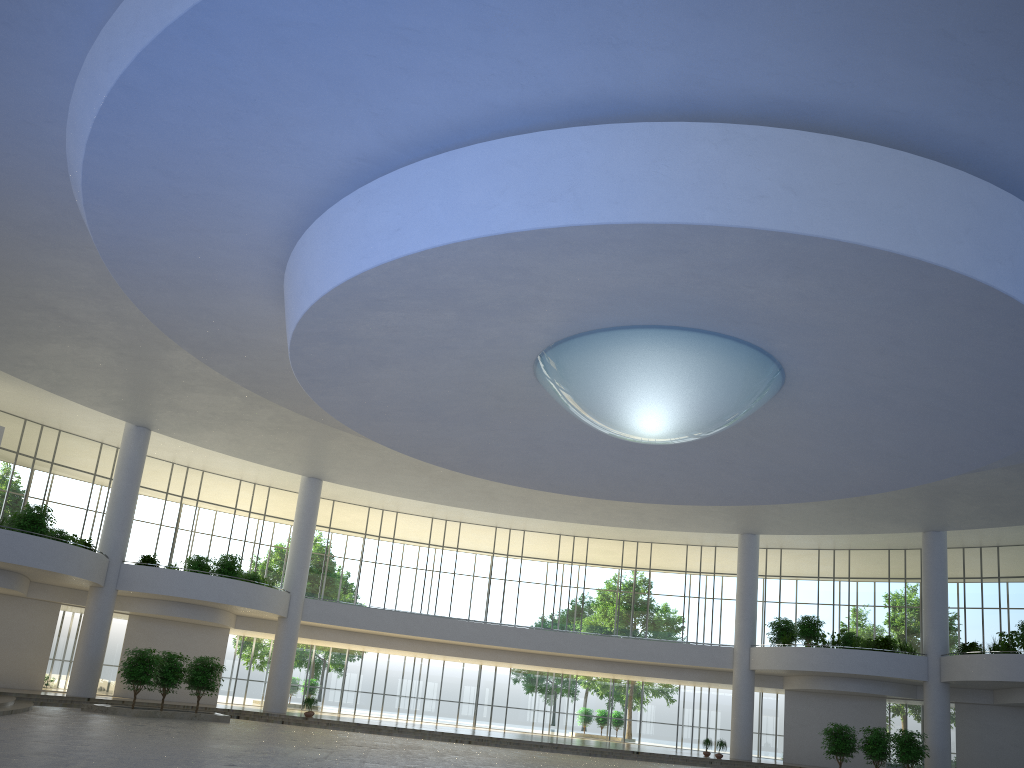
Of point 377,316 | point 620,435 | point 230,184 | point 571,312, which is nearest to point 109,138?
point 230,184
